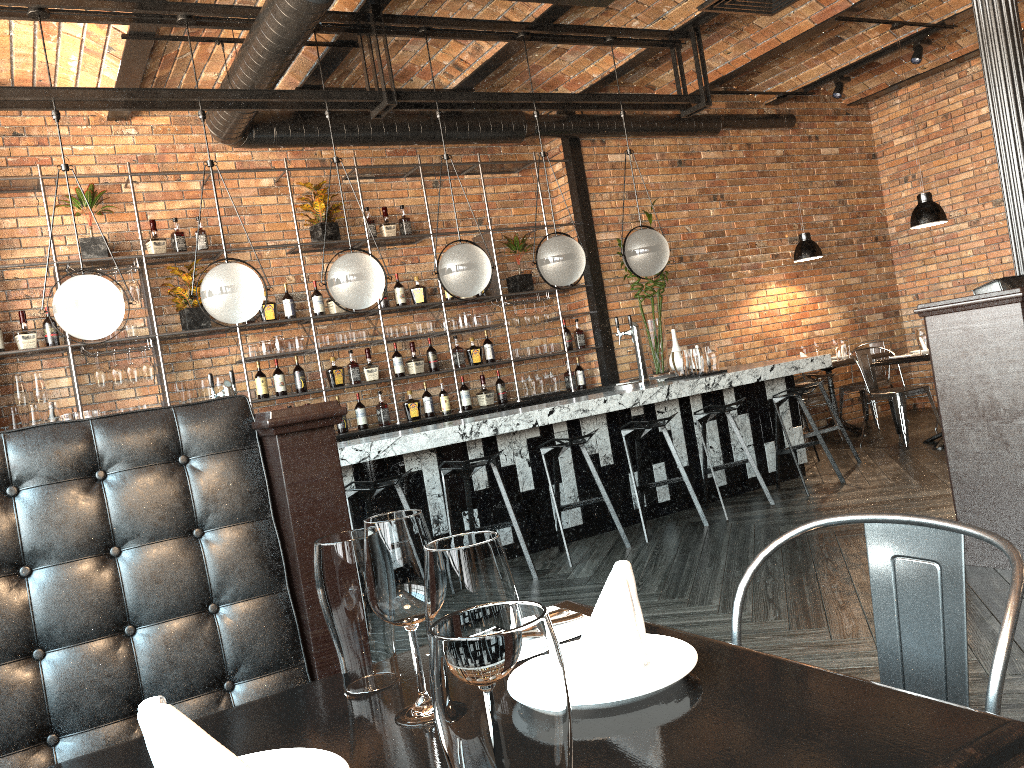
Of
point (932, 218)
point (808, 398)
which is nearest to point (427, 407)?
point (808, 398)

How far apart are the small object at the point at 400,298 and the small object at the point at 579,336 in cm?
170

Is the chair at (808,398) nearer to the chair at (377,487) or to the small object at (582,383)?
the small object at (582,383)

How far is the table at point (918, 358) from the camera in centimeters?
697cm

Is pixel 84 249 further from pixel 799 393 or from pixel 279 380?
pixel 799 393

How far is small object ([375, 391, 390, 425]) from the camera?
7.18m

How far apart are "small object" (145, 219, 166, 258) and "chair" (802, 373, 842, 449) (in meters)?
5.75

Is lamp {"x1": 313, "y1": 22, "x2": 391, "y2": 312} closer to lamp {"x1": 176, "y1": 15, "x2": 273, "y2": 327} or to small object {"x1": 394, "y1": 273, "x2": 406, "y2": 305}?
lamp {"x1": 176, "y1": 15, "x2": 273, "y2": 327}

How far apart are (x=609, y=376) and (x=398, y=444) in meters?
3.5

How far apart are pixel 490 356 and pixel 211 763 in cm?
689
